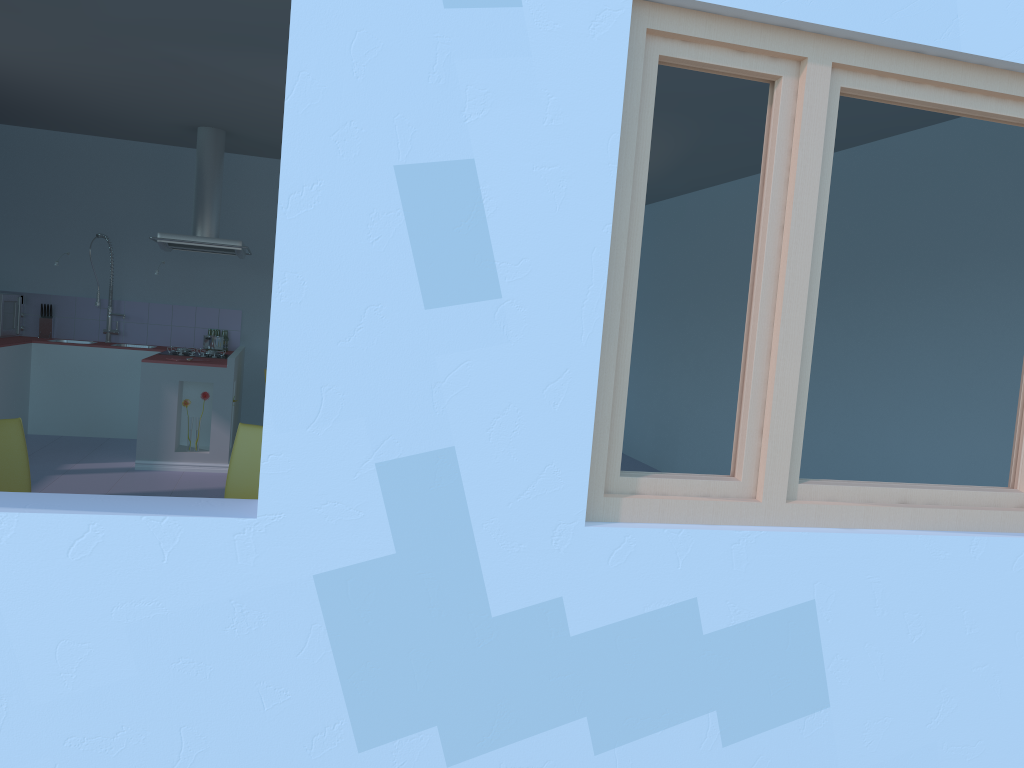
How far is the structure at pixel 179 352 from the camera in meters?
6.8

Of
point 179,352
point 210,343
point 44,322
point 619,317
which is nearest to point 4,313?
point 44,322

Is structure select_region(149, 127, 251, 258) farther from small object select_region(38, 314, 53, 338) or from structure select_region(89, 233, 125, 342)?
small object select_region(38, 314, 53, 338)

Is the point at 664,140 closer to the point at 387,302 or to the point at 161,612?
the point at 387,302

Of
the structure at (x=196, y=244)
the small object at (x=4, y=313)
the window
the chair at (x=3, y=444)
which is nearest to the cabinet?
the small object at (x=4, y=313)

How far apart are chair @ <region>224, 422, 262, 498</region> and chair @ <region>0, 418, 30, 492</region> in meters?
0.7 m

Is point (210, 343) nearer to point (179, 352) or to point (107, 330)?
point (179, 352)

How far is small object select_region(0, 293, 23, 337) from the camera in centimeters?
705cm

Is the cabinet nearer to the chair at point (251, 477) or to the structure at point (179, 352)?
the structure at point (179, 352)

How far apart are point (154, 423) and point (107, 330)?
2.0m
